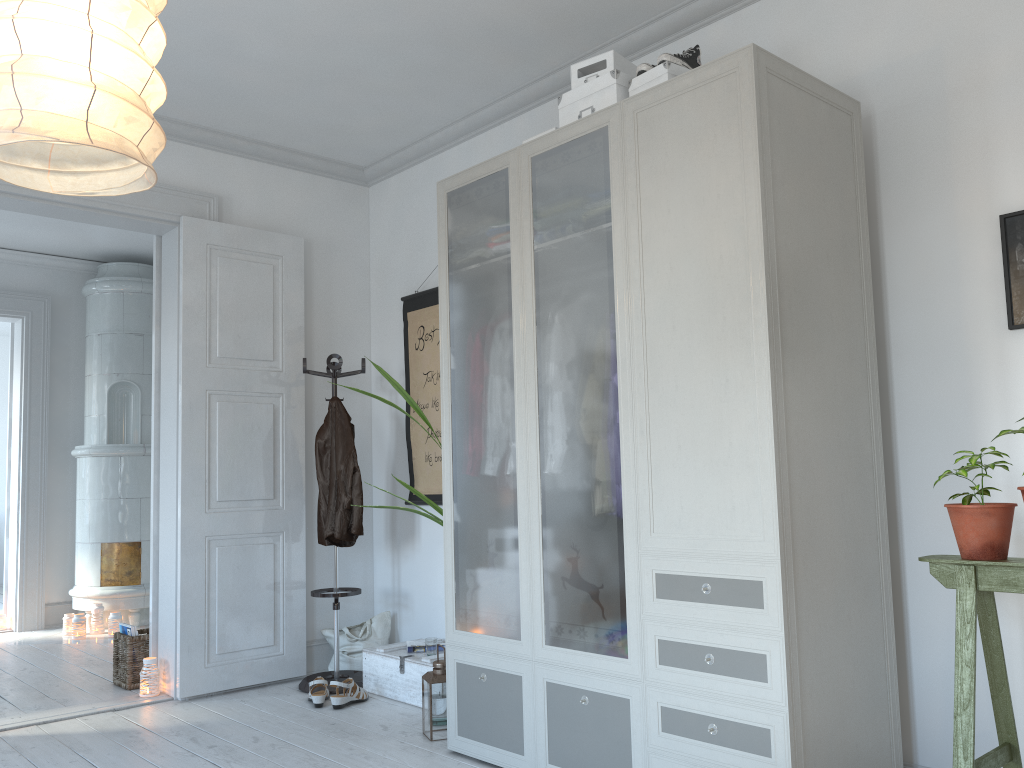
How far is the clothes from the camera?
4.4m

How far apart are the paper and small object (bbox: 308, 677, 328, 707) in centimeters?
42cm

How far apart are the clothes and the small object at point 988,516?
2.9m

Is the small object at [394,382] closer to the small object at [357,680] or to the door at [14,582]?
the small object at [357,680]

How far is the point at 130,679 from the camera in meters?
4.5

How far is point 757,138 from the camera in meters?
2.4

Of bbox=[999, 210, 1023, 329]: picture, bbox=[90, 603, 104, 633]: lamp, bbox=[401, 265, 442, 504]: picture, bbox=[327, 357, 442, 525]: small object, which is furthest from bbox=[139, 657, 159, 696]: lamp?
bbox=[999, 210, 1023, 329]: picture

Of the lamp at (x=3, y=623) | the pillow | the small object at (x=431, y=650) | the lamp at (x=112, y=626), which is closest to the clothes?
the pillow

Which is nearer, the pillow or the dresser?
the dresser

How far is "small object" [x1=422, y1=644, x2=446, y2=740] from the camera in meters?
3.4
